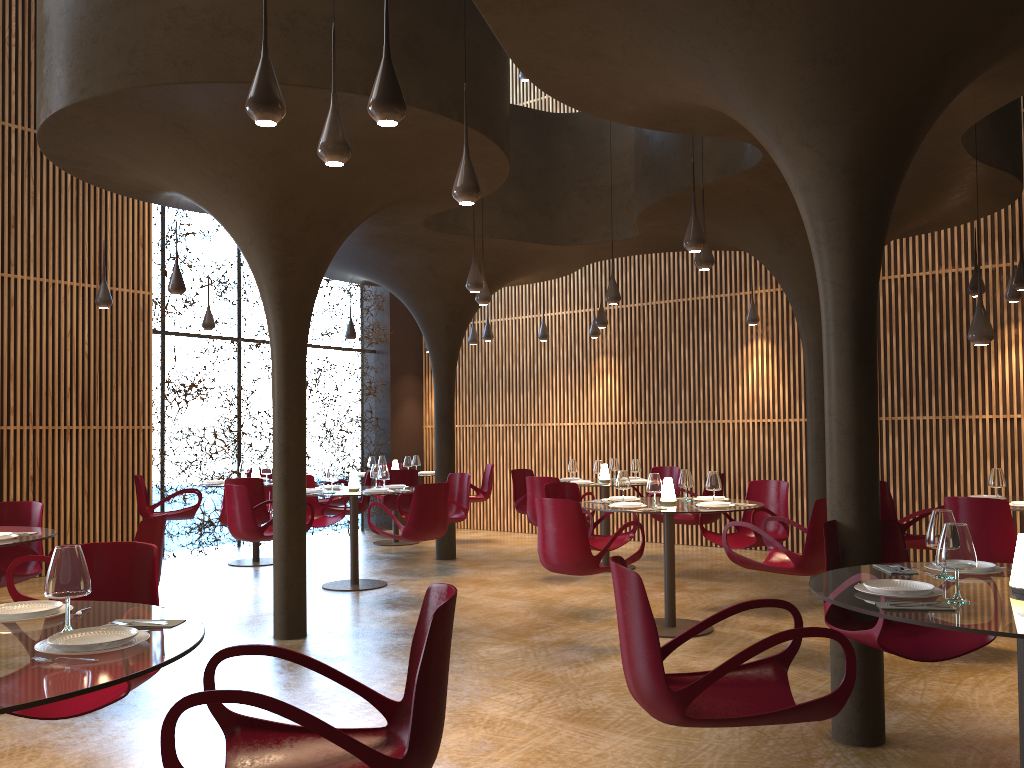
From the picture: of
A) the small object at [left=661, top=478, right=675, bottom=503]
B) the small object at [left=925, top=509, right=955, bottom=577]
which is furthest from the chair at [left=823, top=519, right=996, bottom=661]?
the small object at [left=661, top=478, right=675, bottom=503]

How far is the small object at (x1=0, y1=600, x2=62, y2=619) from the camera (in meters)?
3.16

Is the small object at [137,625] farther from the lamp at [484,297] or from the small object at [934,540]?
the lamp at [484,297]

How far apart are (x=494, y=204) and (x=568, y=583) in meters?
4.7 m

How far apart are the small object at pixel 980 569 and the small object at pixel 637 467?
7.39m

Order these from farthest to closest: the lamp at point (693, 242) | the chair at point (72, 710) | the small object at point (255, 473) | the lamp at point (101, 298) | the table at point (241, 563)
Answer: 1. the small object at point (255, 473)
2. the table at point (241, 563)
3. the lamp at point (101, 298)
4. the lamp at point (693, 242)
5. the chair at point (72, 710)

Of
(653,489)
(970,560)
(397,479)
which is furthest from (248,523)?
(970,560)

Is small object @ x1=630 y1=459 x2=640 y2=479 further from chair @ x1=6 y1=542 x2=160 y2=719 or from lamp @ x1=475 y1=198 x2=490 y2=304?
chair @ x1=6 y1=542 x2=160 y2=719

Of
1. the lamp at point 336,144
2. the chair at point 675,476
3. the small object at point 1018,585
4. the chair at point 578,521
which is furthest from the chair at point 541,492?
the small object at point 1018,585

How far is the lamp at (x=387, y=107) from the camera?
4.3m
